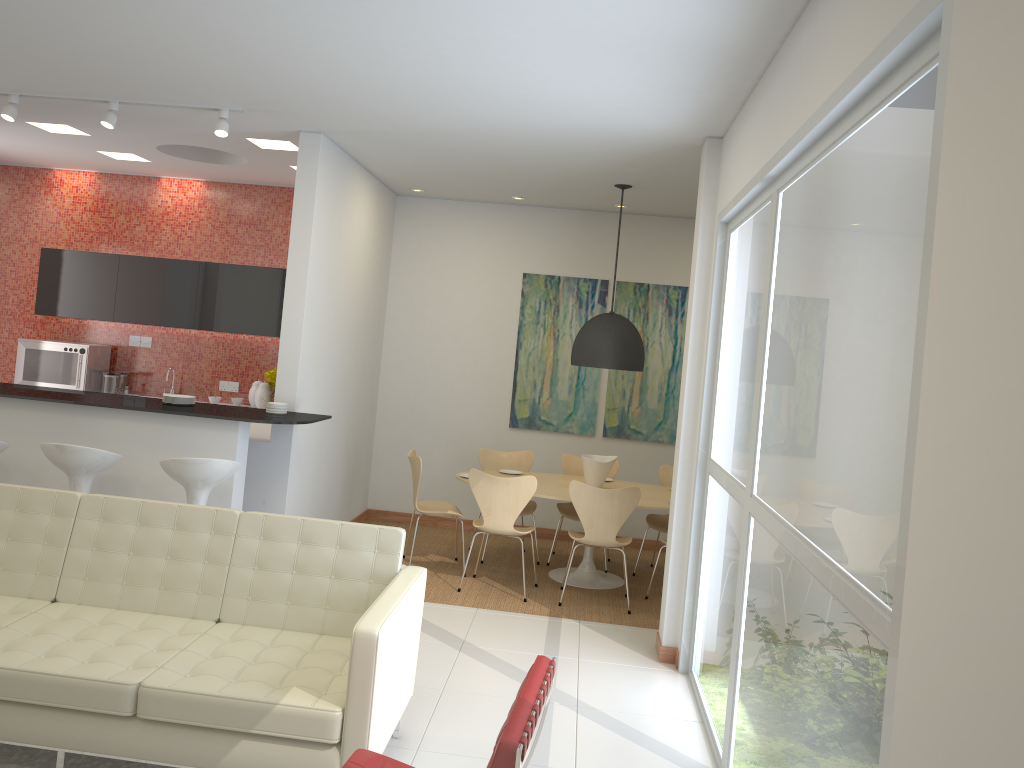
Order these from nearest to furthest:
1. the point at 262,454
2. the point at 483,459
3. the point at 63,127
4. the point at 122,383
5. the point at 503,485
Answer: the point at 262,454
the point at 503,485
the point at 63,127
the point at 483,459
the point at 122,383

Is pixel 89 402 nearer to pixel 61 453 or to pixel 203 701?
pixel 61 453

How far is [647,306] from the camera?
8.44m

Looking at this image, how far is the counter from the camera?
5.6m

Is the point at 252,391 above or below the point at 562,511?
above

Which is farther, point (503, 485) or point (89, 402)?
point (503, 485)

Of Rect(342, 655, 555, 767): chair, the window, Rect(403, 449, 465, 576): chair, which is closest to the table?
Rect(403, 449, 465, 576): chair

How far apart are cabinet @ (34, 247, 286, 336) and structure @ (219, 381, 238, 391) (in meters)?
0.64

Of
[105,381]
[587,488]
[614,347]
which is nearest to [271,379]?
[105,381]

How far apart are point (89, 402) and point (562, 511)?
3.82m
